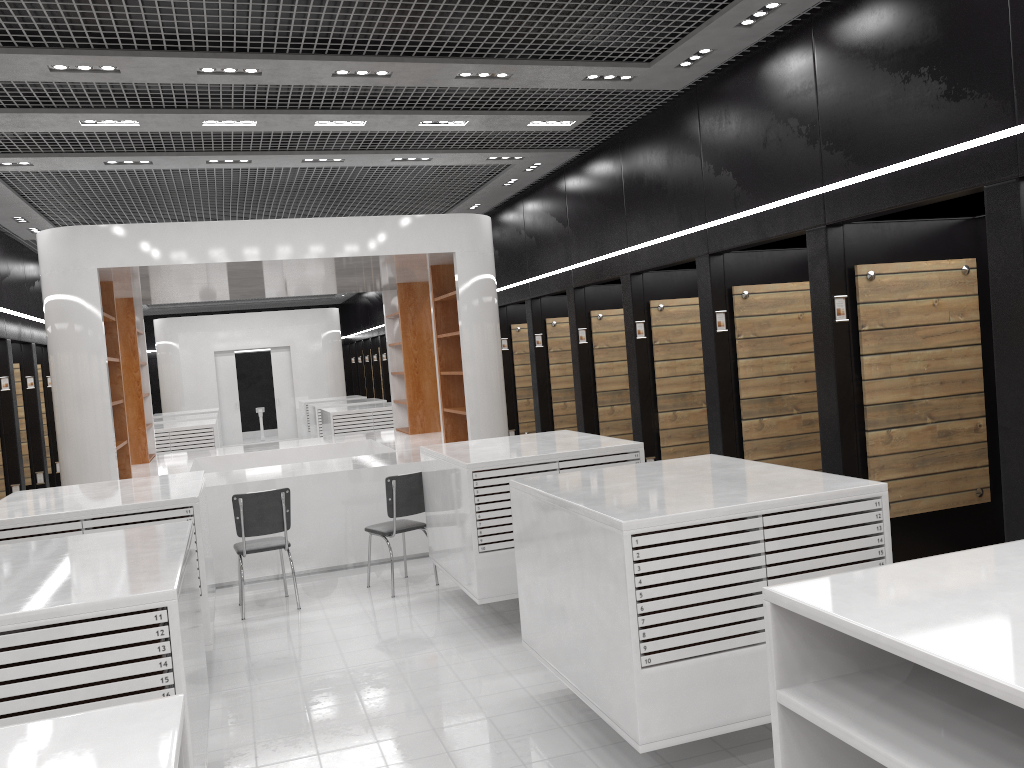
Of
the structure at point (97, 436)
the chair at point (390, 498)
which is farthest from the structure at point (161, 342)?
the chair at point (390, 498)

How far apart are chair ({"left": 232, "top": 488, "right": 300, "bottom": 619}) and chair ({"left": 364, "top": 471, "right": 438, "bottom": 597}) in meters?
0.7

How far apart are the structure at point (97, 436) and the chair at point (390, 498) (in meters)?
0.89

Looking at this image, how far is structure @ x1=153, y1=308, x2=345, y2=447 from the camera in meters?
20.3 m

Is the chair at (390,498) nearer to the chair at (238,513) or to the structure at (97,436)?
the chair at (238,513)

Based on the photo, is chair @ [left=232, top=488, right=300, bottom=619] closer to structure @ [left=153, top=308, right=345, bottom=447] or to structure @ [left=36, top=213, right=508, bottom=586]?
structure @ [left=36, top=213, right=508, bottom=586]

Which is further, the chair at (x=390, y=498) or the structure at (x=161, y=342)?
the structure at (x=161, y=342)

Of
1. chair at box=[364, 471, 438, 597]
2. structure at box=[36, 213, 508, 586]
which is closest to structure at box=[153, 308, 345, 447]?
structure at box=[36, 213, 508, 586]

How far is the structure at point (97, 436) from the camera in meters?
7.7 m

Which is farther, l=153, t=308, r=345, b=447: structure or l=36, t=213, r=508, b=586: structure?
l=153, t=308, r=345, b=447: structure
